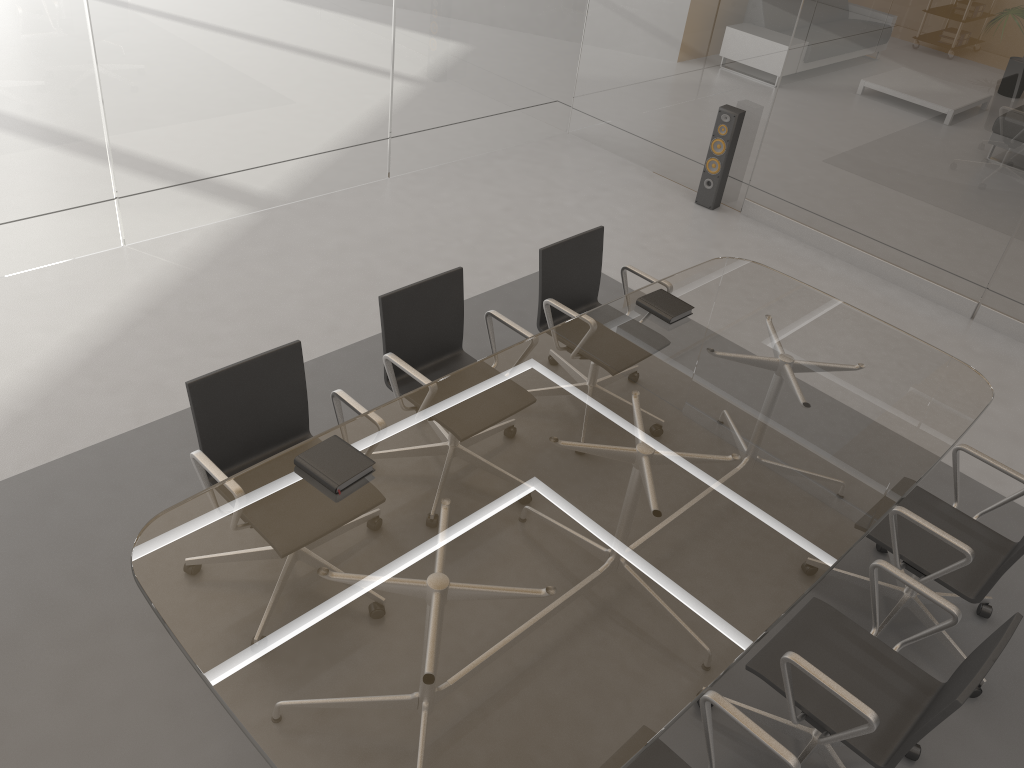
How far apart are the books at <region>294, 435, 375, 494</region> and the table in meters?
0.0 m

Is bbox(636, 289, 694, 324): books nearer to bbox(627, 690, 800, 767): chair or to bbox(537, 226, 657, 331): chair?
bbox(537, 226, 657, 331): chair

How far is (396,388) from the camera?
3.4 meters

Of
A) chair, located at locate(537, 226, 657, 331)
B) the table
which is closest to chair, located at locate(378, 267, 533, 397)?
the table

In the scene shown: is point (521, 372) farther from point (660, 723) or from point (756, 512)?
point (660, 723)

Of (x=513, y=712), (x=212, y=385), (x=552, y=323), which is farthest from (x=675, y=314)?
(x=513, y=712)

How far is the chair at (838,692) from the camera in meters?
2.3 m

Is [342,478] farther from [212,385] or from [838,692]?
[838,692]

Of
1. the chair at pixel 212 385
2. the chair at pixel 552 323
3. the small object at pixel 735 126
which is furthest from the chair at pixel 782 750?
the small object at pixel 735 126

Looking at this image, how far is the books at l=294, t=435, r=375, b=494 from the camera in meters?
2.6
